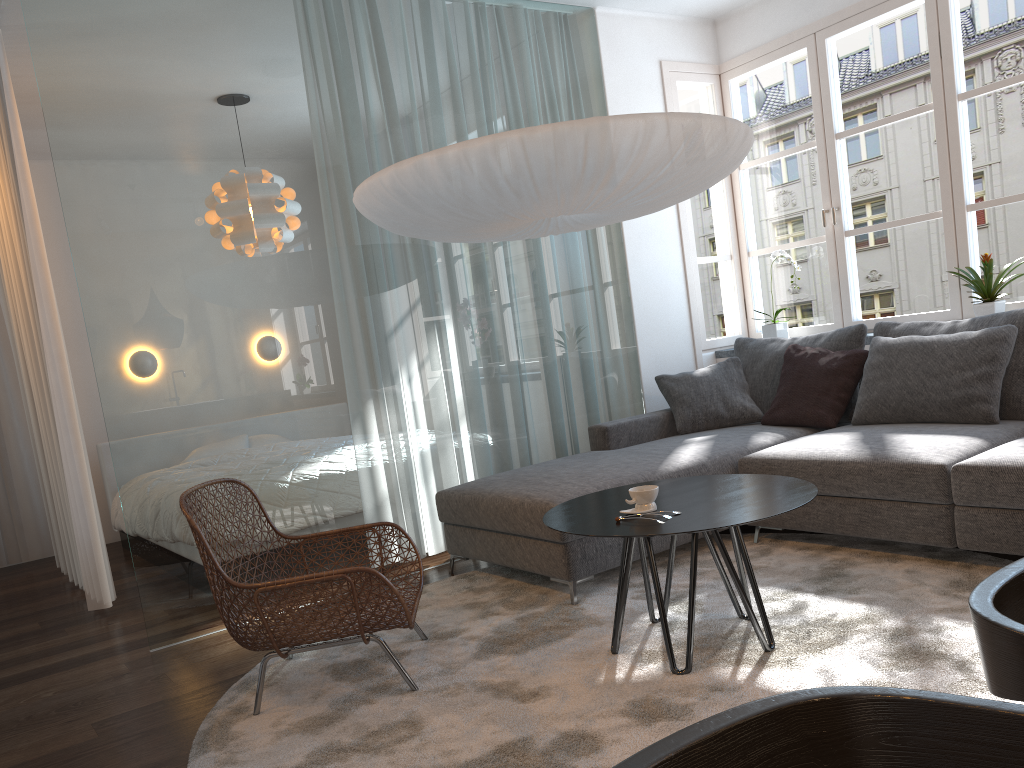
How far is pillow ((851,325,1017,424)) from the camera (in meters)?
3.62

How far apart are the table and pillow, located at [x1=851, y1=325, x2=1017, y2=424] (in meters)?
1.25

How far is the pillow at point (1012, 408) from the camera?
3.6 meters

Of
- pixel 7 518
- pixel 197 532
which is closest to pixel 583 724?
pixel 197 532

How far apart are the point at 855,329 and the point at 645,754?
4.0m

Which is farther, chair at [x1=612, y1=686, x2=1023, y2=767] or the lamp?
the lamp

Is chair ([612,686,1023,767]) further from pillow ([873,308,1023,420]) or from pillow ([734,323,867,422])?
pillow ([734,323,867,422])

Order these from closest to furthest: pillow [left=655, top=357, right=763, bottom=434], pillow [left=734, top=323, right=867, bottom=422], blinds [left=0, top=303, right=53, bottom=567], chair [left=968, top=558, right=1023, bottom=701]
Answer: chair [left=968, top=558, right=1023, bottom=701] < pillow [left=734, top=323, right=867, bottom=422] < pillow [left=655, top=357, right=763, bottom=434] < blinds [left=0, top=303, right=53, bottom=567]

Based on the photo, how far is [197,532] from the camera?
2.6 meters

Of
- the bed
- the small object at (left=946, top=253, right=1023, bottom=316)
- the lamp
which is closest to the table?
the lamp
